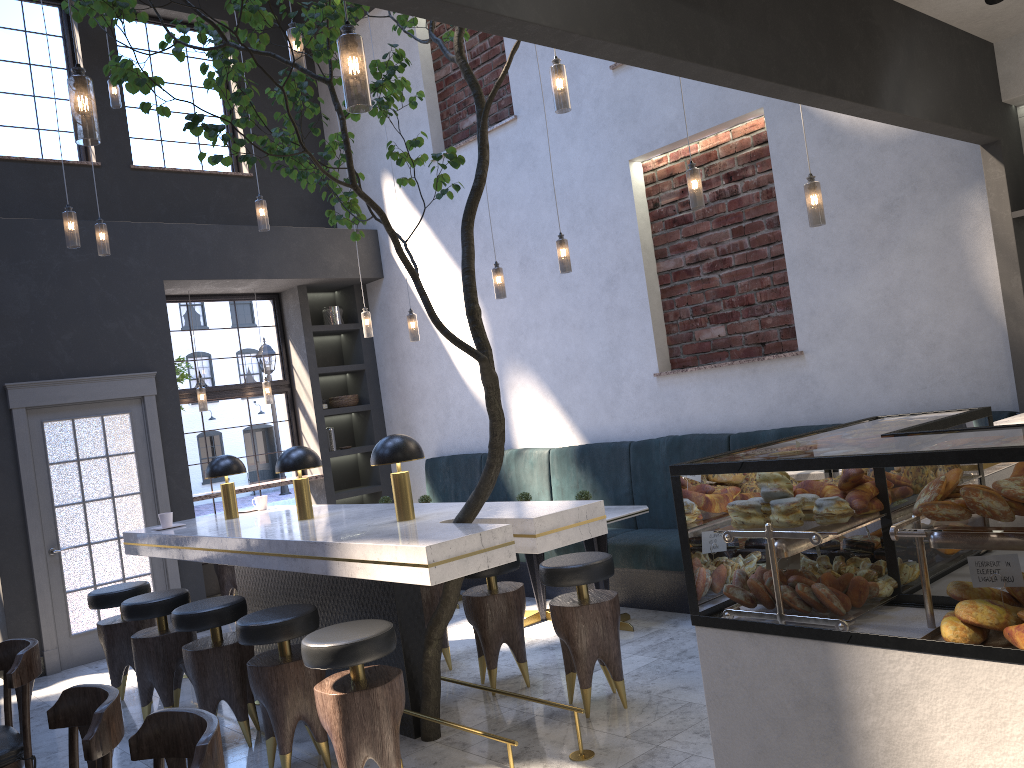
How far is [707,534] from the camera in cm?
240

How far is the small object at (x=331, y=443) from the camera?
9.0m

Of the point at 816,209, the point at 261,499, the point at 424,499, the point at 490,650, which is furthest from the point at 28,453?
the point at 816,209

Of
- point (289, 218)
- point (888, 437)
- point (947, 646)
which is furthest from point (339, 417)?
point (947, 646)

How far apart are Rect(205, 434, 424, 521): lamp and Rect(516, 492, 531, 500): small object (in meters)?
1.69

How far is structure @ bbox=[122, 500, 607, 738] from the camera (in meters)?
3.47

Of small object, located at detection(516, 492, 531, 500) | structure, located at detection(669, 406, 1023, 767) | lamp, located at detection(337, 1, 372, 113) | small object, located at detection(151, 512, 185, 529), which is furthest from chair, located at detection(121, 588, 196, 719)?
structure, located at detection(669, 406, 1023, 767)

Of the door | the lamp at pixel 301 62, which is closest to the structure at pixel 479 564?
the door

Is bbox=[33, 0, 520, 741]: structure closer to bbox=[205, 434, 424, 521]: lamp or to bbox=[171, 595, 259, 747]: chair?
bbox=[205, 434, 424, 521]: lamp

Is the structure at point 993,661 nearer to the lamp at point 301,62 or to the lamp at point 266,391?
the lamp at point 301,62
